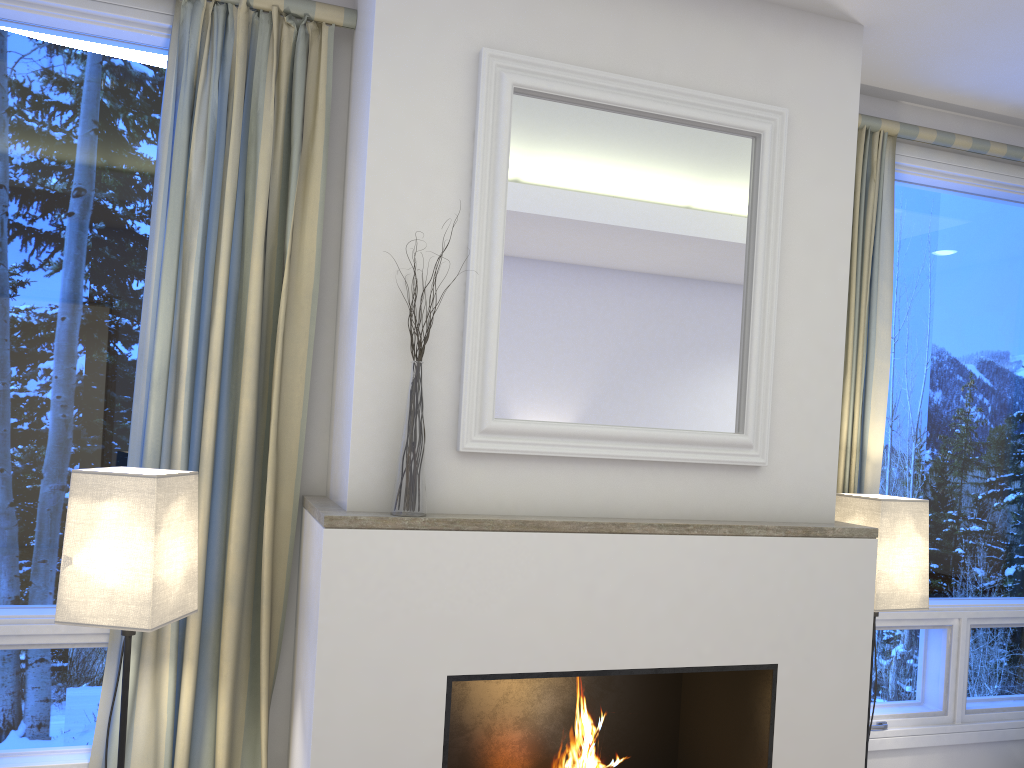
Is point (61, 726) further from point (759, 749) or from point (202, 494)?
point (759, 749)

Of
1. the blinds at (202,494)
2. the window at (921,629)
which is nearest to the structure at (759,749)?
the blinds at (202,494)

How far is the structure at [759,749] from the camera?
2.3 meters

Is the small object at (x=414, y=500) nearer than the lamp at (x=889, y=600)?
Yes

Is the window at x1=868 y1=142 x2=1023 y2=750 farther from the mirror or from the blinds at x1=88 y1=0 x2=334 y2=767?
the blinds at x1=88 y1=0 x2=334 y2=767

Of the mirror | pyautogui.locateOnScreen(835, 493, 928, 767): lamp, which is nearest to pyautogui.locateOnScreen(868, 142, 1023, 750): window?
pyautogui.locateOnScreen(835, 493, 928, 767): lamp

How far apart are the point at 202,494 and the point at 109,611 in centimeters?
42cm

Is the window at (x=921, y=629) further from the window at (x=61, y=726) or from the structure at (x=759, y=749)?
the window at (x=61, y=726)

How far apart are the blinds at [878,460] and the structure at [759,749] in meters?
0.7

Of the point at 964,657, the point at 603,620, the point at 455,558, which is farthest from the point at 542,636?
the point at 964,657
